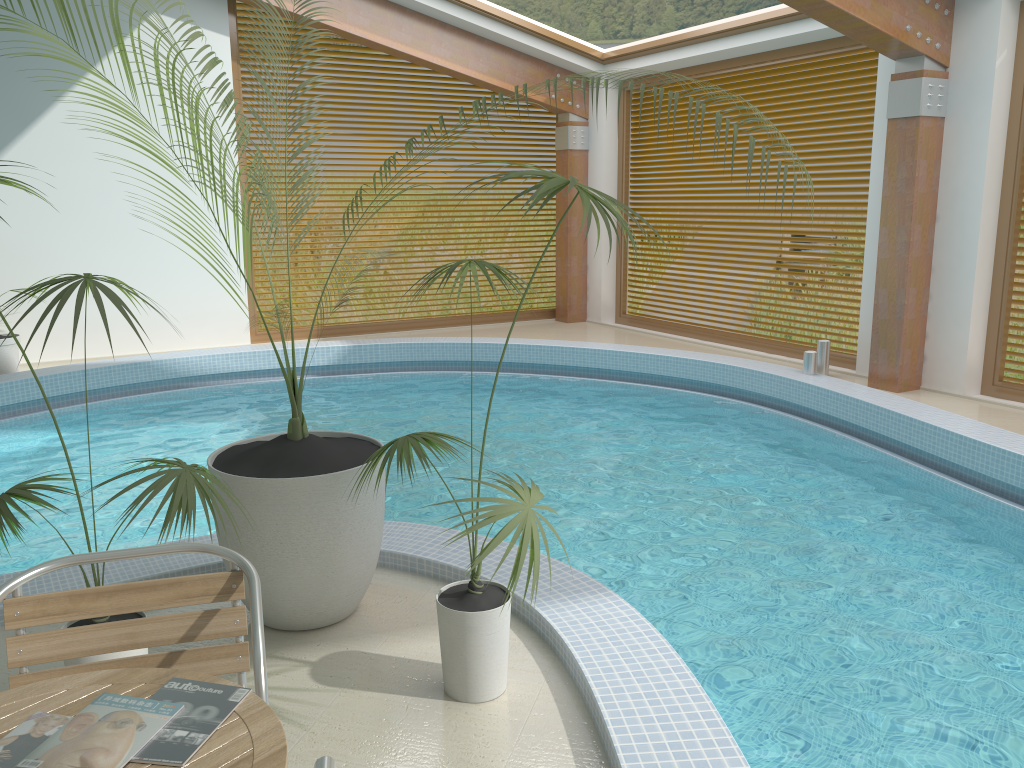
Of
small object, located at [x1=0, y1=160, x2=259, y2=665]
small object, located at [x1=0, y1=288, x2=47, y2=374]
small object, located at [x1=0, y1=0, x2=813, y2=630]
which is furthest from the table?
small object, located at [x1=0, y1=288, x2=47, y2=374]

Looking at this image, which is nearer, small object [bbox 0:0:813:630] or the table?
the table

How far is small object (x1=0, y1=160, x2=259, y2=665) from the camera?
2.30m

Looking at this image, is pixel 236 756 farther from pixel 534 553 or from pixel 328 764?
pixel 534 553

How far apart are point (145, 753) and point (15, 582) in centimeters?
91cm

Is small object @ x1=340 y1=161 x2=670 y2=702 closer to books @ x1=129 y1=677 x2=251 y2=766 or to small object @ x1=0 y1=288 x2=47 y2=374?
books @ x1=129 y1=677 x2=251 y2=766

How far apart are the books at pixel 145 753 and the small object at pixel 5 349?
7.74m

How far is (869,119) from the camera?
8.2 meters

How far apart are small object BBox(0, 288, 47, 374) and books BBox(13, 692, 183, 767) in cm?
774

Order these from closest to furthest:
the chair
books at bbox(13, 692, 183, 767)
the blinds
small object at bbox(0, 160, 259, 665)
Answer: books at bbox(13, 692, 183, 767)
the chair
small object at bbox(0, 160, 259, 665)
the blinds
